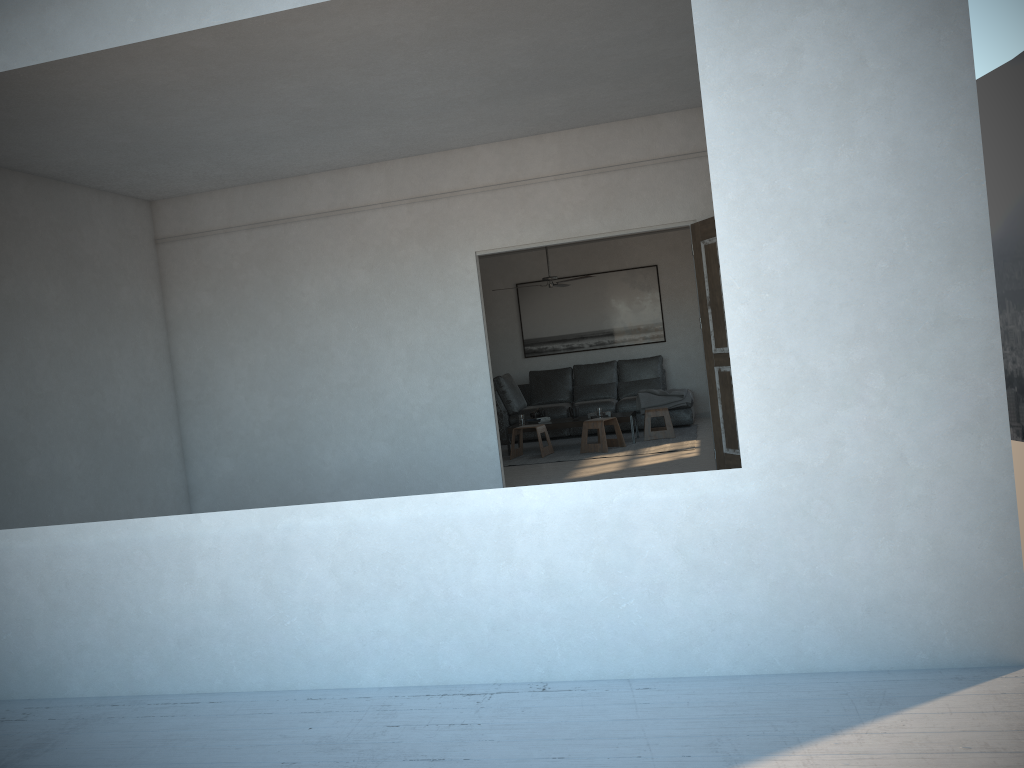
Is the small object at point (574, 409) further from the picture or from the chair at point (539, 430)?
the picture

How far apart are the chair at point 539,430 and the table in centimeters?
25cm

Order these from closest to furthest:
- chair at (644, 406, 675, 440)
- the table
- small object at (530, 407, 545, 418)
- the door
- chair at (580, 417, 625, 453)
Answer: the door < chair at (580, 417, 625, 453) < the table < chair at (644, 406, 675, 440) < small object at (530, 407, 545, 418)

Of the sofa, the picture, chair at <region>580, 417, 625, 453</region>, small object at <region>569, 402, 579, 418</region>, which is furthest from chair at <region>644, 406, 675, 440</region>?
the picture

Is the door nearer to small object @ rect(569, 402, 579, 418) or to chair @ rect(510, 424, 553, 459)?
chair @ rect(510, 424, 553, 459)

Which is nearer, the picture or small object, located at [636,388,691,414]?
small object, located at [636,388,691,414]

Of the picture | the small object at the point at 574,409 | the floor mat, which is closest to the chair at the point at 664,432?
the floor mat

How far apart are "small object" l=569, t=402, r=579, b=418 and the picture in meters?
2.1

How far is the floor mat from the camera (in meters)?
9.25

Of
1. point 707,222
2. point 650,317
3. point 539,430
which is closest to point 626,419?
point 539,430
